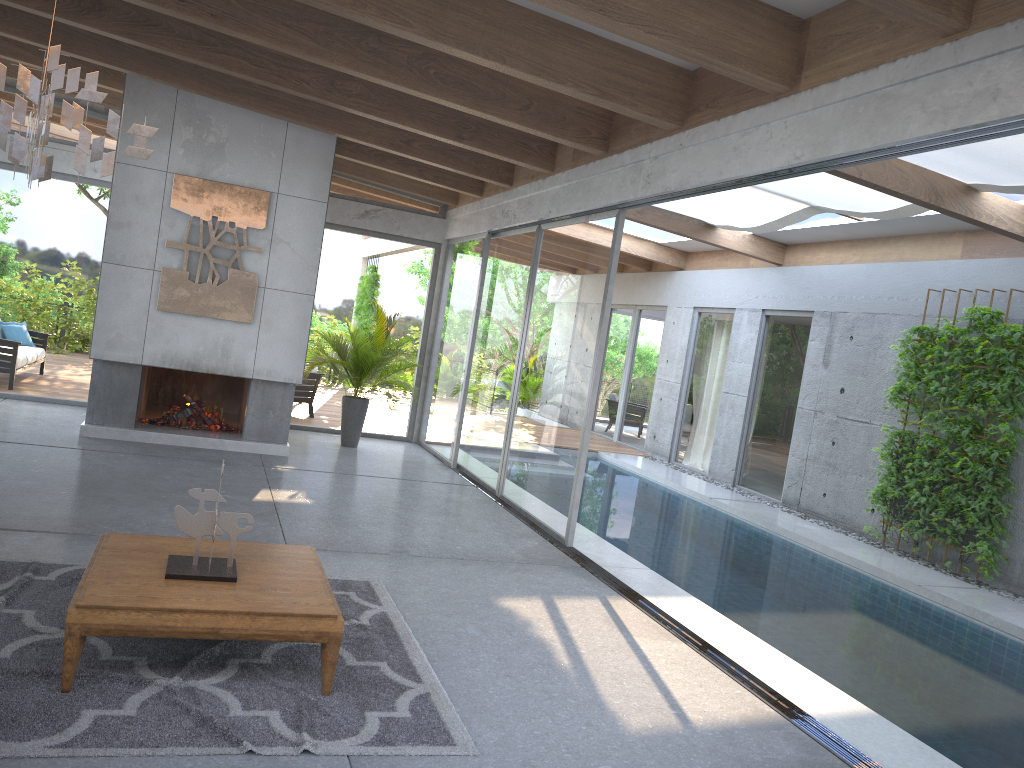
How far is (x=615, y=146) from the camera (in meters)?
6.84

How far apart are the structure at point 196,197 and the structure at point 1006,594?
7.0m

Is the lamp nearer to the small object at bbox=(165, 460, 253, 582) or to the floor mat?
the small object at bbox=(165, 460, 253, 582)

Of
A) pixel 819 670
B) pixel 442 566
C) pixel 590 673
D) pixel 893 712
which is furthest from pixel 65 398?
pixel 893 712

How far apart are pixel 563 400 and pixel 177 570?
4.2m

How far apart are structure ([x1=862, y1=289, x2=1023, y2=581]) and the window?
1.9m

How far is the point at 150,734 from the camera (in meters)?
3.16

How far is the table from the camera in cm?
340

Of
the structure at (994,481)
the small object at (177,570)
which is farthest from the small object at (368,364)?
the small object at (177,570)

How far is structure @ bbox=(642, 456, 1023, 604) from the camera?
7.8m
